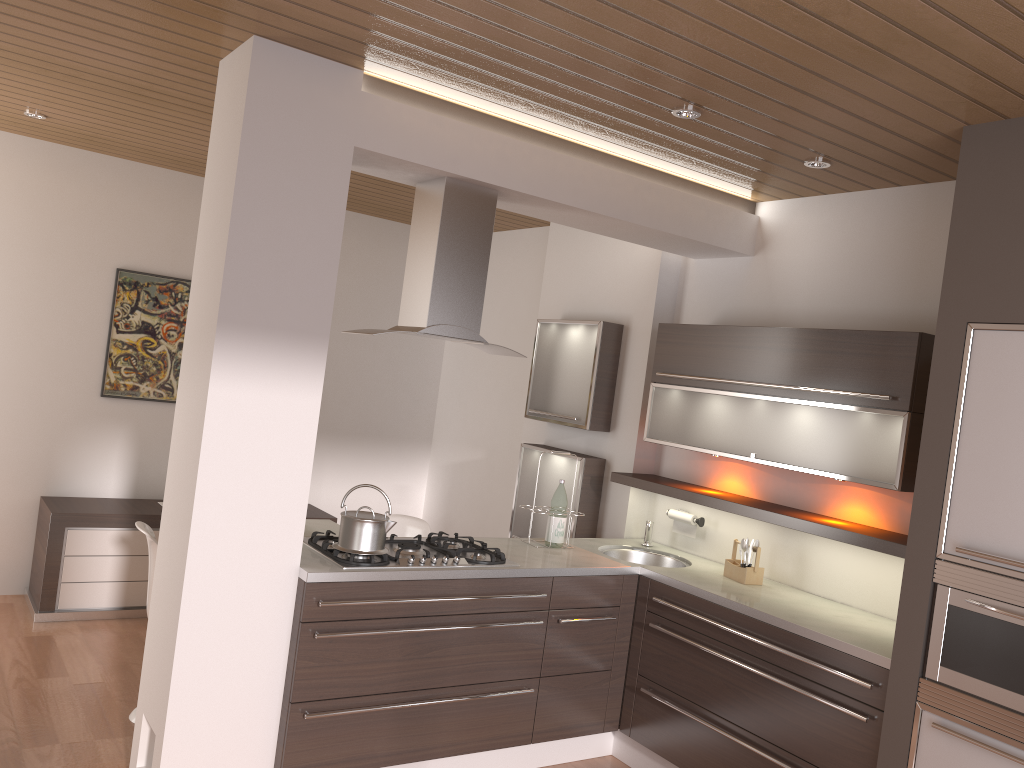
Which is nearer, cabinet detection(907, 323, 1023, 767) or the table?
cabinet detection(907, 323, 1023, 767)

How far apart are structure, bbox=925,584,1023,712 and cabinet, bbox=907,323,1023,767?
0.0 meters

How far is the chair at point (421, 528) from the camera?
4.8m

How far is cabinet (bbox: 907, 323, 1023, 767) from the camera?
2.7m

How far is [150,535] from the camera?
3.7 meters

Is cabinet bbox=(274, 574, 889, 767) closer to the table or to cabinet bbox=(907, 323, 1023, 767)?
cabinet bbox=(907, 323, 1023, 767)

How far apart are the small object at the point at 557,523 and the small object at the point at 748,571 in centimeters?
77cm

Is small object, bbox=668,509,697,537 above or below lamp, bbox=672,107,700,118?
below

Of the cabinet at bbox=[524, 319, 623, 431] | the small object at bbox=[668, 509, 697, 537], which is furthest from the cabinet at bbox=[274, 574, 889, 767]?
the cabinet at bbox=[524, 319, 623, 431]

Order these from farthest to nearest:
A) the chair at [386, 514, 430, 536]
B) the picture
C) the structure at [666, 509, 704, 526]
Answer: the picture, the chair at [386, 514, 430, 536], the structure at [666, 509, 704, 526]
